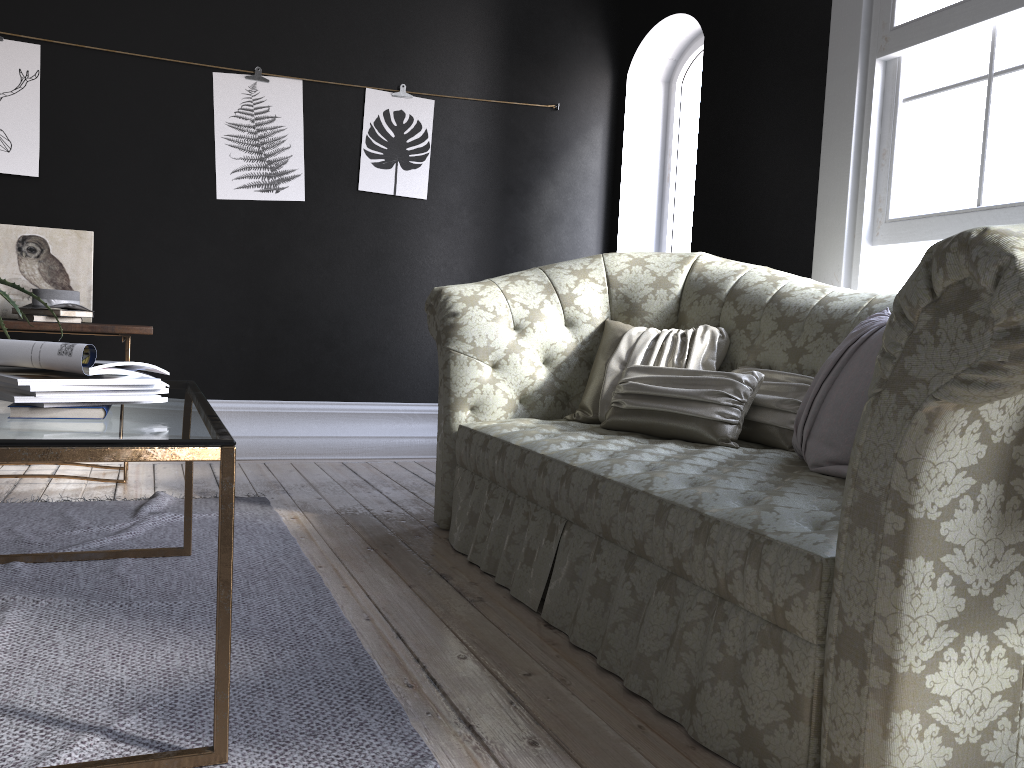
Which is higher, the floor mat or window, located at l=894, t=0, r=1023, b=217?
window, located at l=894, t=0, r=1023, b=217

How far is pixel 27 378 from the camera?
1.6 meters

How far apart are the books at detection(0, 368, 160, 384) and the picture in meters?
3.2 m

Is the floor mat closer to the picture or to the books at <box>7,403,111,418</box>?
the books at <box>7,403,111,418</box>

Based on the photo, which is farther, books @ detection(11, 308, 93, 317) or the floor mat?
books @ detection(11, 308, 93, 317)

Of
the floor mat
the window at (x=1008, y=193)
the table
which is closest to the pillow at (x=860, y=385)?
the window at (x=1008, y=193)

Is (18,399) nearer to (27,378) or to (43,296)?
(27,378)

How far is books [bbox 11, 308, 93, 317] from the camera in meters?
3.9

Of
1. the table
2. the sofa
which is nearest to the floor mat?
the table

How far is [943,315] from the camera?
1.25m
